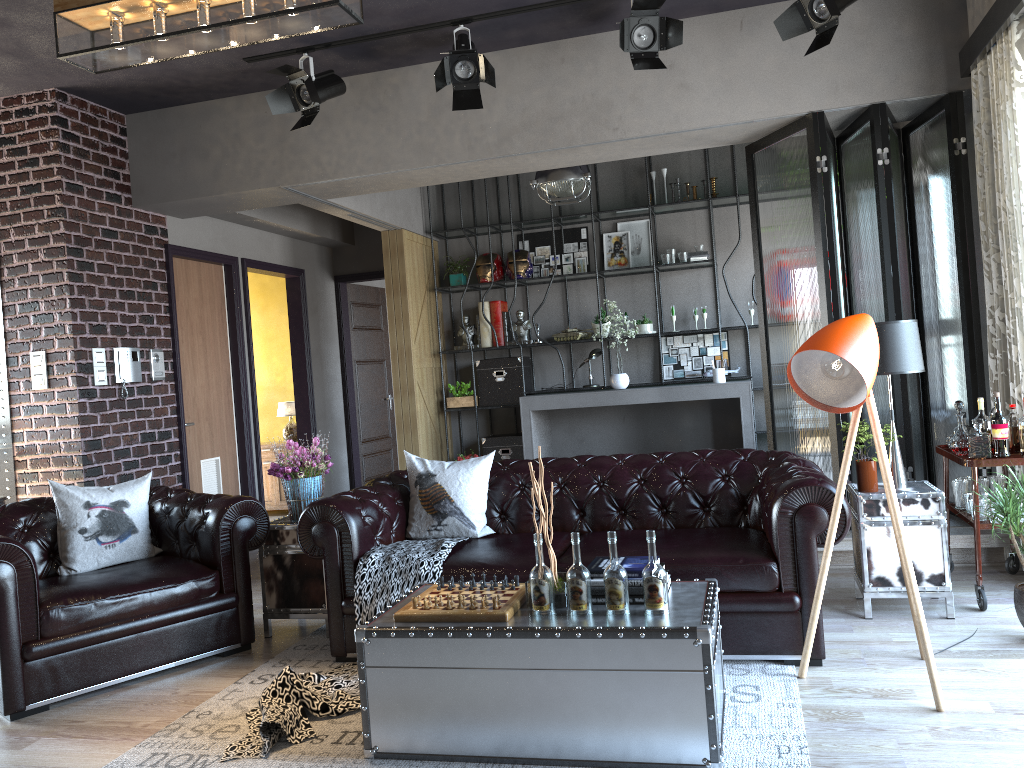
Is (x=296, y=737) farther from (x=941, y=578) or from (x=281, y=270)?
(x=281, y=270)

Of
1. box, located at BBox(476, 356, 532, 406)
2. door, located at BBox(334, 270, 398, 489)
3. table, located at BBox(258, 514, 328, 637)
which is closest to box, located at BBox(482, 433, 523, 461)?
box, located at BBox(476, 356, 532, 406)

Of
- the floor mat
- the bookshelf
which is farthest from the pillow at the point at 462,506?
the bookshelf

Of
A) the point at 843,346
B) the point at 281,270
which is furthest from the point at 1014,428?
the point at 281,270

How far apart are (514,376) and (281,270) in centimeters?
252cm

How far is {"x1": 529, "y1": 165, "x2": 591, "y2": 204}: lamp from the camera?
7.2m

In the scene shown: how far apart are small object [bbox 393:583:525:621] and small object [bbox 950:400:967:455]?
2.6 meters

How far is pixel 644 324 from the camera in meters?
8.6 m

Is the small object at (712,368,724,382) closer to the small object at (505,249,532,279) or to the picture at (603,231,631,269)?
the picture at (603,231,631,269)

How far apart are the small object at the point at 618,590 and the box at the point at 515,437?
5.8 meters
